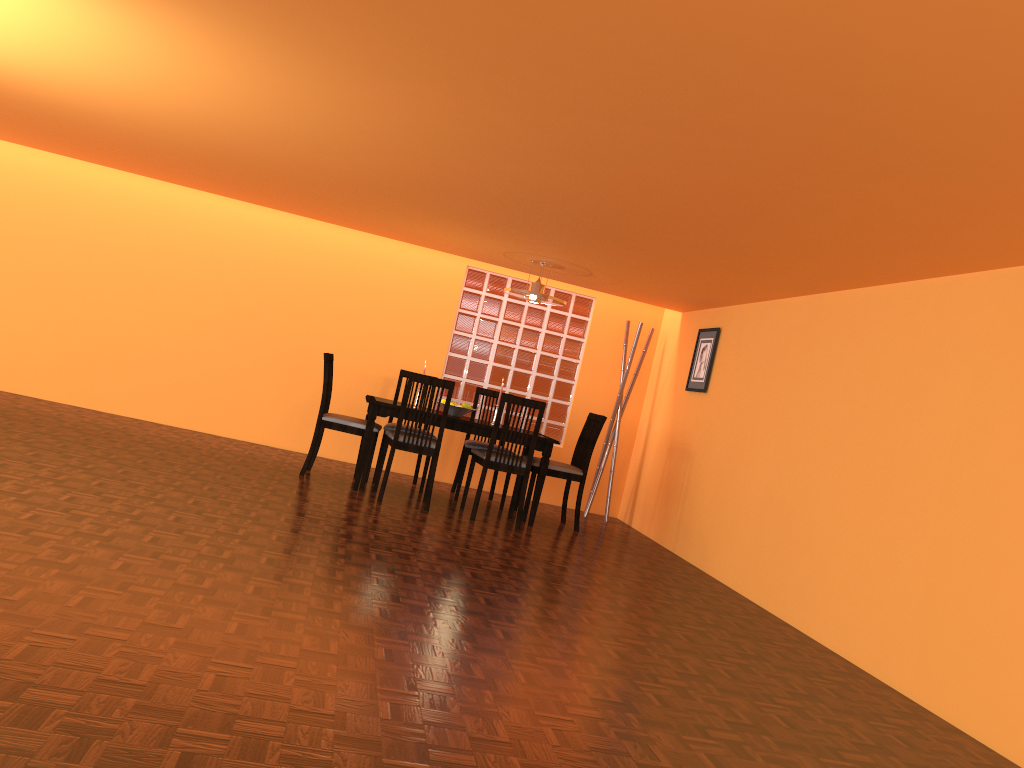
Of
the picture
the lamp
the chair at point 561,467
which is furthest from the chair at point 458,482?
the picture

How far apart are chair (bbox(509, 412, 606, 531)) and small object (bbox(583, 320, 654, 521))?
0.8m

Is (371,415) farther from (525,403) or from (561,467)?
(561,467)

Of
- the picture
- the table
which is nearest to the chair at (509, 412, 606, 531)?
the table

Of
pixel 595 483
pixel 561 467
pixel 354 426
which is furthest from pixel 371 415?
pixel 595 483

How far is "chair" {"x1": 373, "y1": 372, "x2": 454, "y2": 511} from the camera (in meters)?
5.32

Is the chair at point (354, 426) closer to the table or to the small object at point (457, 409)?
the table

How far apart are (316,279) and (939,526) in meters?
4.8 m

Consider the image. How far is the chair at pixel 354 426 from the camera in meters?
5.7

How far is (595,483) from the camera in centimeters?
694cm
